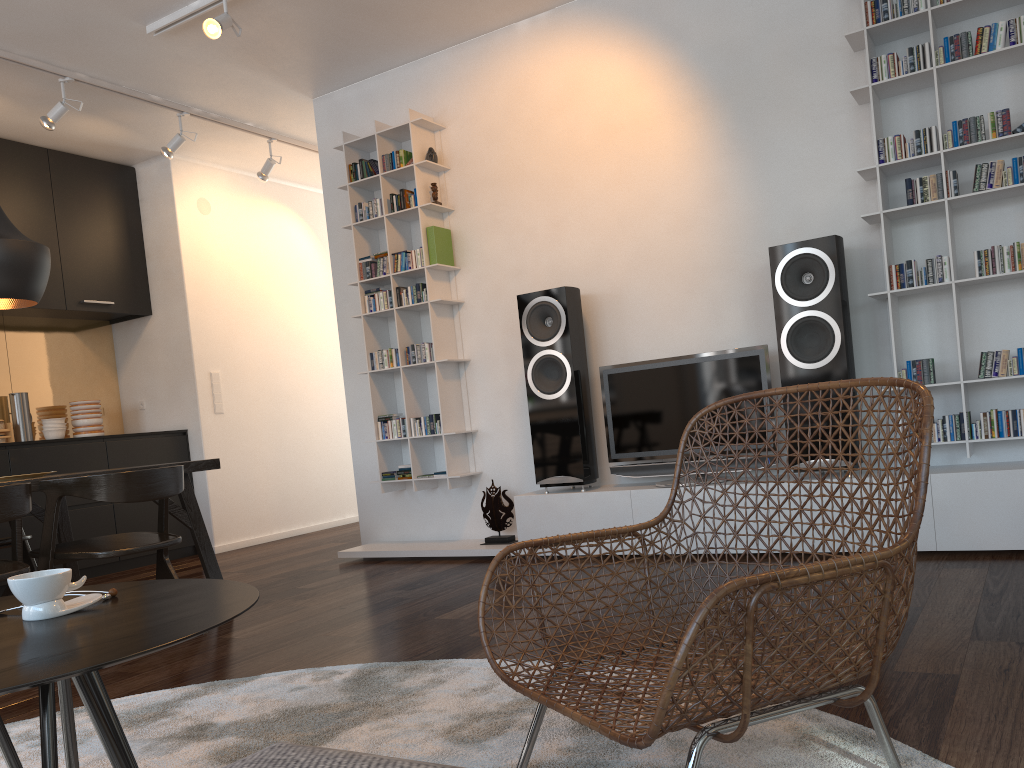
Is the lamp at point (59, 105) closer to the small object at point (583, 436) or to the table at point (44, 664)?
the small object at point (583, 436)

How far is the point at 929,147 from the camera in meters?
3.6

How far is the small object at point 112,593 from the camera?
1.5 meters

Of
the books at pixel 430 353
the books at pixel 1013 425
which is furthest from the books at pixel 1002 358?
the books at pixel 430 353

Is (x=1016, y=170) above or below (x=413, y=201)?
below

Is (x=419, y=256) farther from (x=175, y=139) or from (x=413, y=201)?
(x=175, y=139)

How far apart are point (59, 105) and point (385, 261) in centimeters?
192cm

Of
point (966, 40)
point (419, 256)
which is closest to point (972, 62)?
point (966, 40)

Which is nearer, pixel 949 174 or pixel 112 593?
pixel 112 593

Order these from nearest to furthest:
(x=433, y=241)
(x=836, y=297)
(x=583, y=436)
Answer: (x=836, y=297), (x=583, y=436), (x=433, y=241)
